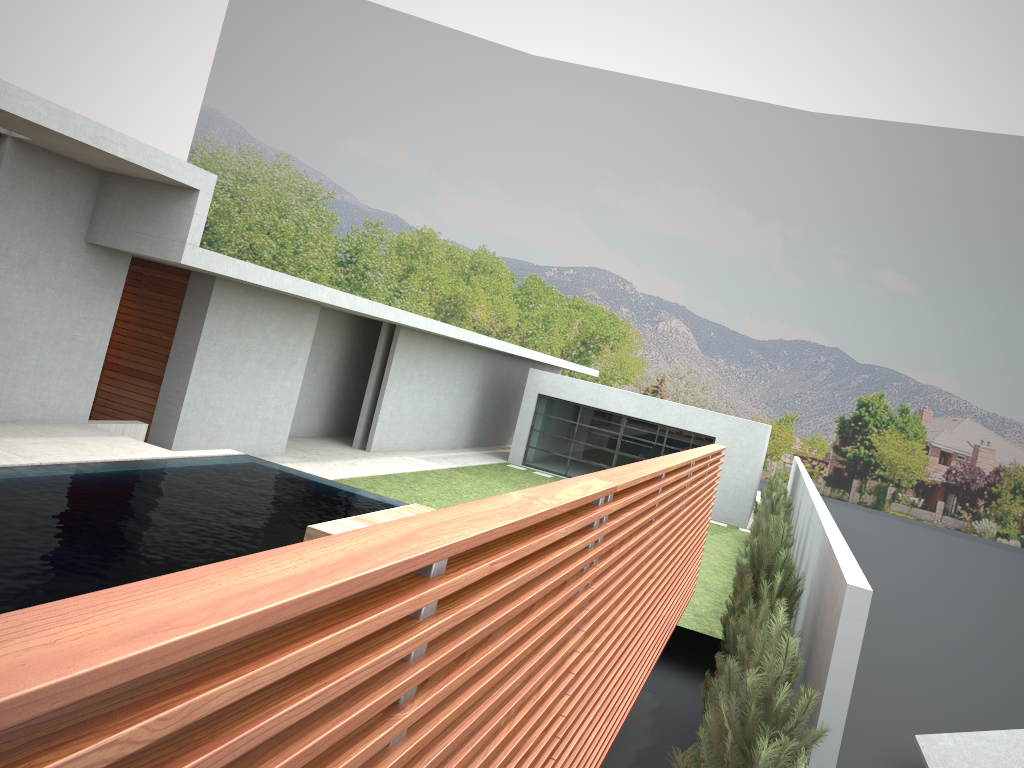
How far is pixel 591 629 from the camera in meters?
3.8 m

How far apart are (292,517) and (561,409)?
16.5 meters

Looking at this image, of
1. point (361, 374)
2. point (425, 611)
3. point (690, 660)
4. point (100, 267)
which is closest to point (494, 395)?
point (361, 374)
